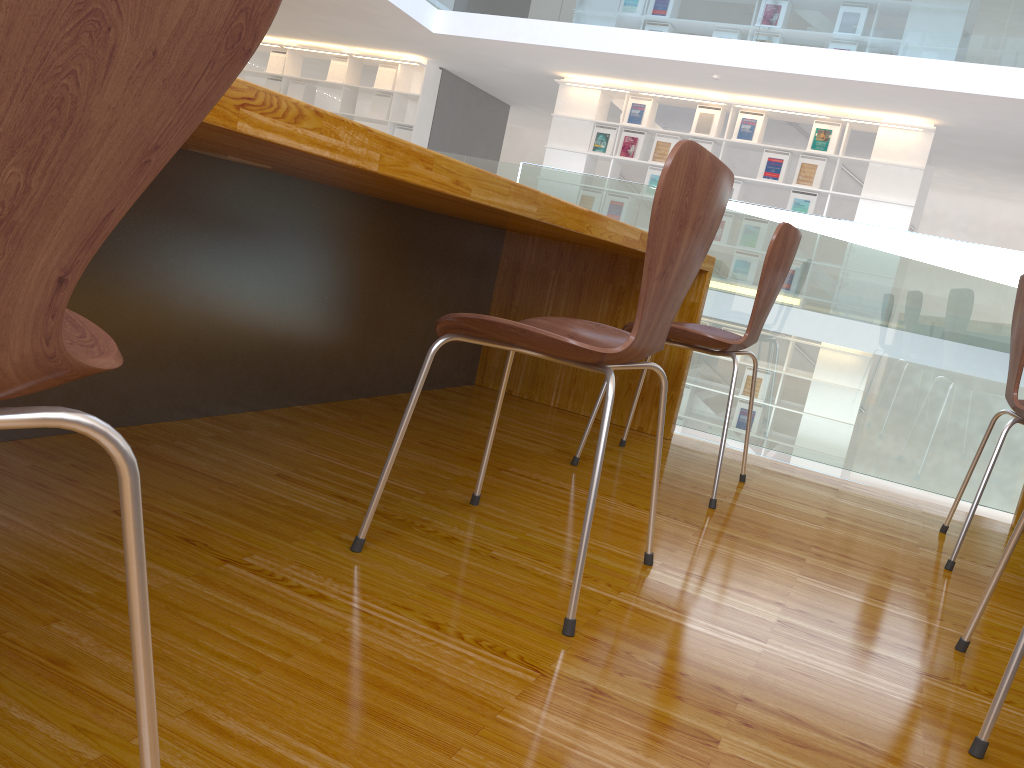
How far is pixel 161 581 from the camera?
1.13m

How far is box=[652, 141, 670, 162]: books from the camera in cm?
887

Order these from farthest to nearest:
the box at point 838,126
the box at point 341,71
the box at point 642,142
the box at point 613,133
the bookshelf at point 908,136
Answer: the box at point 341,71 → the box at point 613,133 → the box at point 642,142 → the box at point 838,126 → the bookshelf at point 908,136

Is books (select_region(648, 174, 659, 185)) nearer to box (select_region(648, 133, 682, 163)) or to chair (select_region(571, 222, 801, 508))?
box (select_region(648, 133, 682, 163))

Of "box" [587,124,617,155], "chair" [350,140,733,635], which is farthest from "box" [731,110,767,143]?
"chair" [350,140,733,635]

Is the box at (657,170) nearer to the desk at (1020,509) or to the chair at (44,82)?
the desk at (1020,509)

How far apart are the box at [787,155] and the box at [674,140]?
0.9 meters

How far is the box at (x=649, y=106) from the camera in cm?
893

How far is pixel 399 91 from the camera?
10.0m

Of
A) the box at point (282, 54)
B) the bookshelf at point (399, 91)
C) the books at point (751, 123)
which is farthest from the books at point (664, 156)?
the box at point (282, 54)
